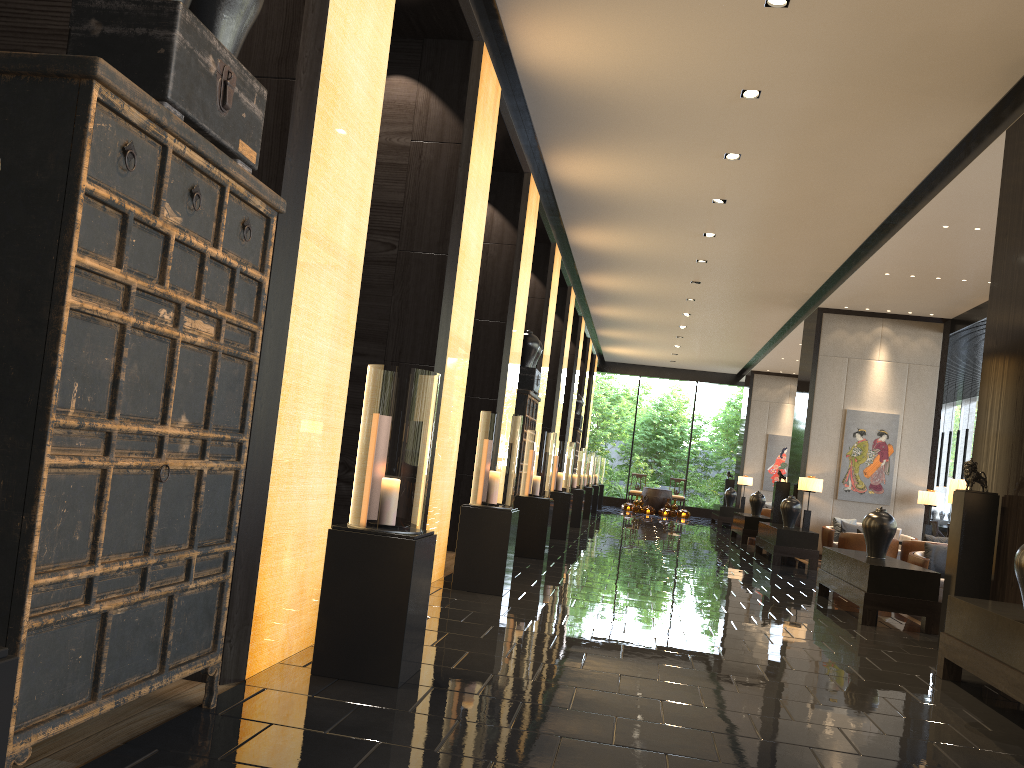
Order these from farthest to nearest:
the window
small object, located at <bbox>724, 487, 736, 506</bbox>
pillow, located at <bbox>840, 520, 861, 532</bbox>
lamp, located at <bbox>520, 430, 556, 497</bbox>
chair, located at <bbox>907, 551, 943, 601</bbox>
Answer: the window
small object, located at <bbox>724, 487, 736, 506</bbox>
pillow, located at <bbox>840, 520, 861, 532</bbox>
lamp, located at <bbox>520, 430, 556, 497</bbox>
chair, located at <bbox>907, 551, 943, 601</bbox>

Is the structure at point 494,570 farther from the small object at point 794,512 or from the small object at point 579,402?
the small object at point 579,402

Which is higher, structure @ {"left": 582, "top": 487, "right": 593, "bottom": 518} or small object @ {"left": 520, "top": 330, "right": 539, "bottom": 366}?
small object @ {"left": 520, "top": 330, "right": 539, "bottom": 366}

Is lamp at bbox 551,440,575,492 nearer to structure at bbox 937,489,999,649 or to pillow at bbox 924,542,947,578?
pillow at bbox 924,542,947,578

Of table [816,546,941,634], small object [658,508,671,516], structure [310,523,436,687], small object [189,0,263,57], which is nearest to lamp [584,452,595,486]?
small object [658,508,671,516]

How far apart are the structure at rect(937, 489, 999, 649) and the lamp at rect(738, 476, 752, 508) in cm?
1679

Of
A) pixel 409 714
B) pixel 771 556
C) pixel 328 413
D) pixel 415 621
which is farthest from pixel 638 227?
pixel 409 714

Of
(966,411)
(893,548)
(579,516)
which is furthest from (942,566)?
(966,411)

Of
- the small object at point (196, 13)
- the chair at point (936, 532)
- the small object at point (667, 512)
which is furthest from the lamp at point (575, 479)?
the small object at point (196, 13)

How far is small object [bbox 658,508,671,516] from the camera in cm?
2398
